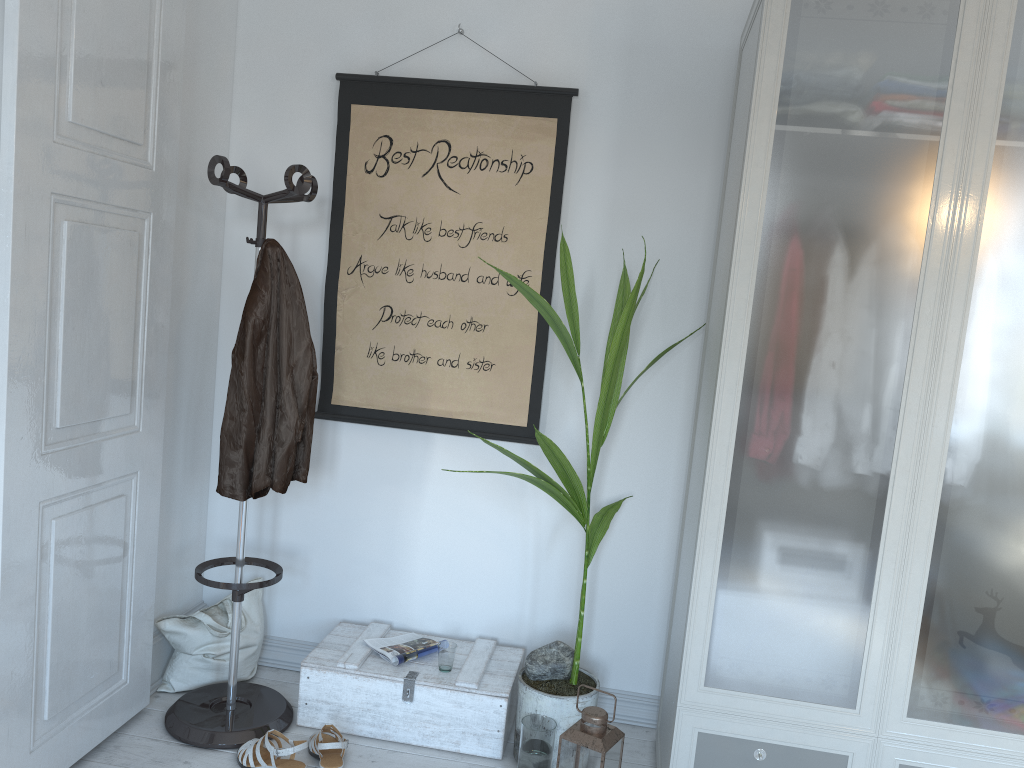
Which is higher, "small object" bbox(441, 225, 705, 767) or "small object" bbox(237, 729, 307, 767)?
"small object" bbox(441, 225, 705, 767)

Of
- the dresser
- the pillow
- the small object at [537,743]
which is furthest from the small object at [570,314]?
the pillow

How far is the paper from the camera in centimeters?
273cm

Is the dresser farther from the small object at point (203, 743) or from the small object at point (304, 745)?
the small object at point (203, 743)

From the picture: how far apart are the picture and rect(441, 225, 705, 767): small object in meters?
0.3 m

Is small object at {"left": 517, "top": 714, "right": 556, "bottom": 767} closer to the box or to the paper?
the box

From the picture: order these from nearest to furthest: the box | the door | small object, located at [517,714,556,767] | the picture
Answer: the door < small object, located at [517,714,556,767] < the box < the picture

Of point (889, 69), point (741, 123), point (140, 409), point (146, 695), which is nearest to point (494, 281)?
point (741, 123)

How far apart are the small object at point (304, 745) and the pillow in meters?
0.4

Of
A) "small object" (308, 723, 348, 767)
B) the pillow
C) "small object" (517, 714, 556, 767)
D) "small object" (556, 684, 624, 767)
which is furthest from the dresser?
the pillow
